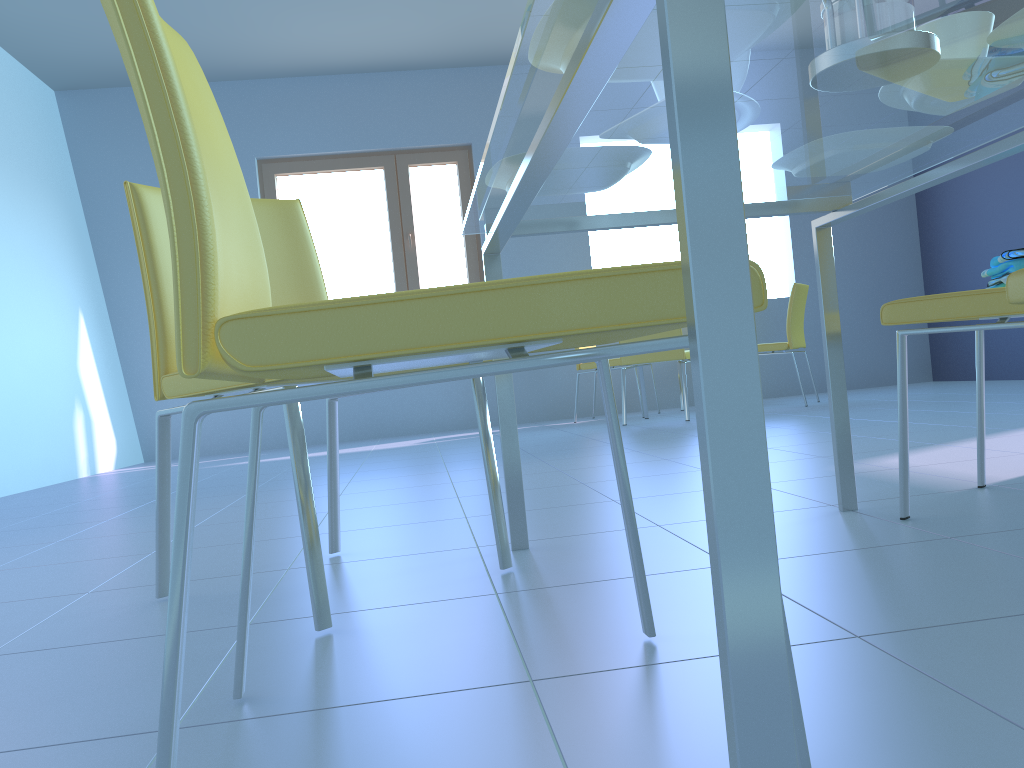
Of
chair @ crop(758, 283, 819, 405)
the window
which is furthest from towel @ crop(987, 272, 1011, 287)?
the window

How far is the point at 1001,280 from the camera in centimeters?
146cm

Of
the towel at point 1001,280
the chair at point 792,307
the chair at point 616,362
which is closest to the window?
the chair at point 616,362

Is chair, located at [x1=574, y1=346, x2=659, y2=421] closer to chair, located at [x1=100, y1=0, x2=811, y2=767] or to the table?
the table

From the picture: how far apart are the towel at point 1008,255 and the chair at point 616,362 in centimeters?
395cm

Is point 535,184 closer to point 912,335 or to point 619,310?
point 619,310

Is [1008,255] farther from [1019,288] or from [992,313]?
[1019,288]

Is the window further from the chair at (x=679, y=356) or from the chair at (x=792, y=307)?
the chair at (x=792, y=307)

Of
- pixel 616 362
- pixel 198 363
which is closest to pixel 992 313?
pixel 198 363

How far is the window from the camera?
6.07m
